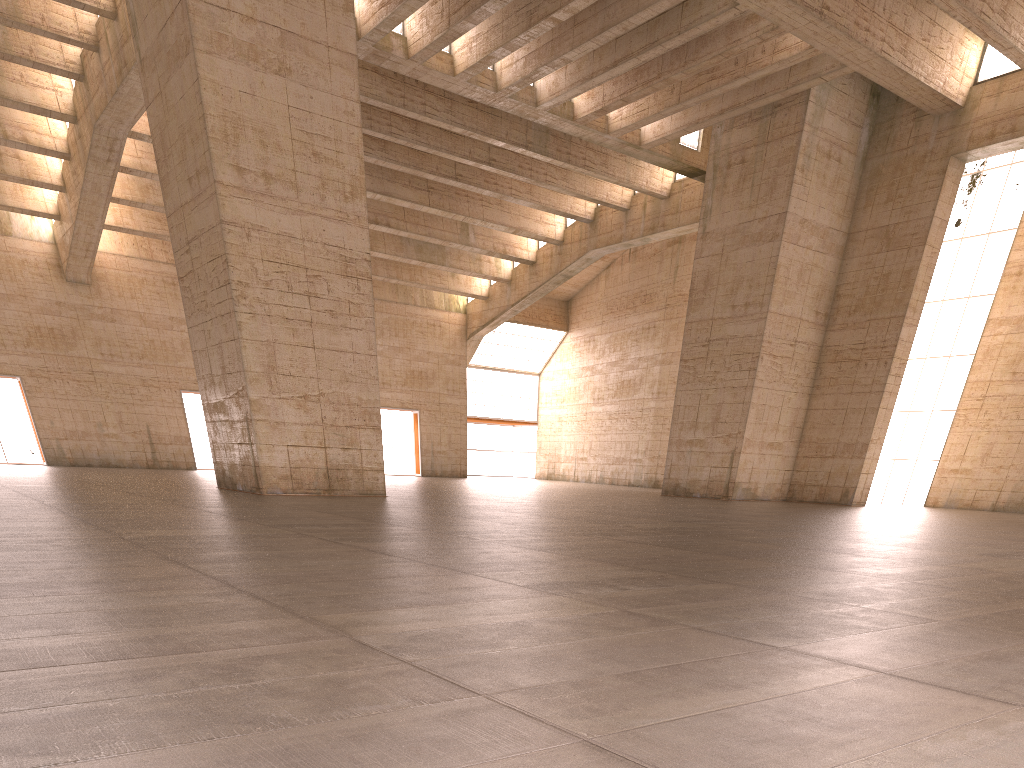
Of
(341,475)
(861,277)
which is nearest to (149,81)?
(341,475)

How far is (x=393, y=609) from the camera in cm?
480
